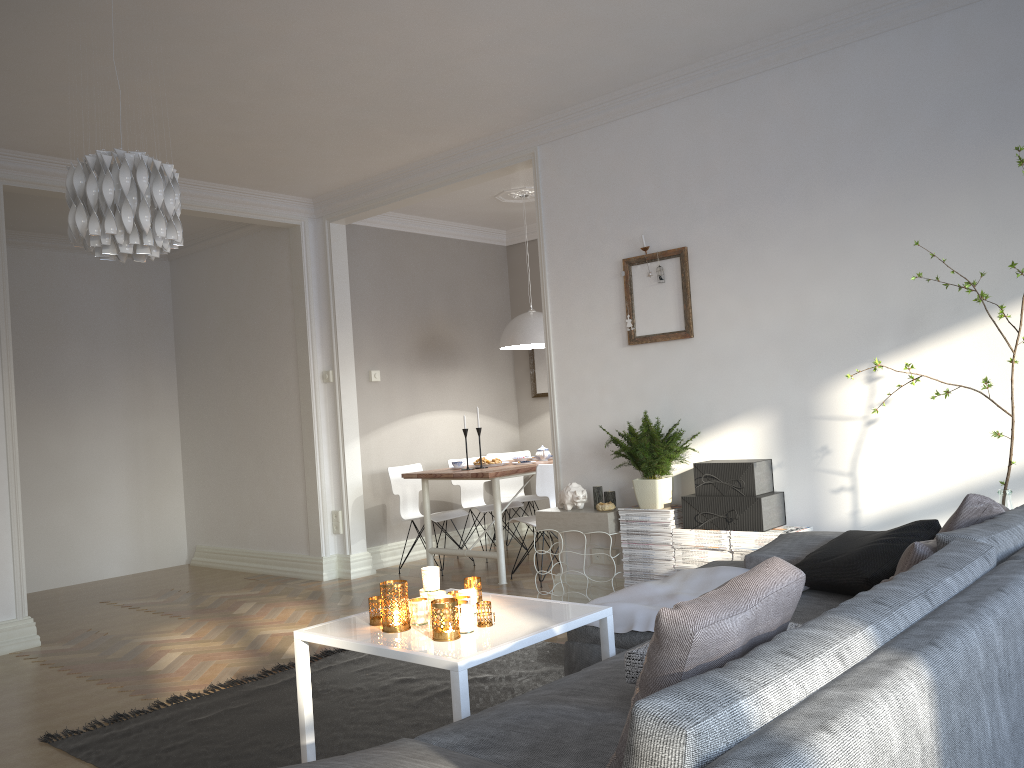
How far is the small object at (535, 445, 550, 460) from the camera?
6.6 meters

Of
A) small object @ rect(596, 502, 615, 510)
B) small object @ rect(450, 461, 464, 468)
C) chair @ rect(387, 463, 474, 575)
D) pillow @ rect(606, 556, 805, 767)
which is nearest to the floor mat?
small object @ rect(596, 502, 615, 510)

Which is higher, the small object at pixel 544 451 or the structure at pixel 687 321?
the structure at pixel 687 321

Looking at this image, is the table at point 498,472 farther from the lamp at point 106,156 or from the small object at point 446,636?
the small object at point 446,636

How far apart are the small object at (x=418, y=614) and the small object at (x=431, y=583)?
0.1m

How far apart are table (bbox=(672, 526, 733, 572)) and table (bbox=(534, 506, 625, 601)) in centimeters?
37cm

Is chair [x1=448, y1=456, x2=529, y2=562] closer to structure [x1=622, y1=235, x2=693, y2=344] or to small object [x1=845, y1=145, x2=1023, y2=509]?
structure [x1=622, y1=235, x2=693, y2=344]

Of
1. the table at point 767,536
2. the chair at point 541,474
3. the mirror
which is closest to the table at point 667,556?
the table at point 767,536

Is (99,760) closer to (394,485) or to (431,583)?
(431,583)

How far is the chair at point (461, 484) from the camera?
7.1 meters
